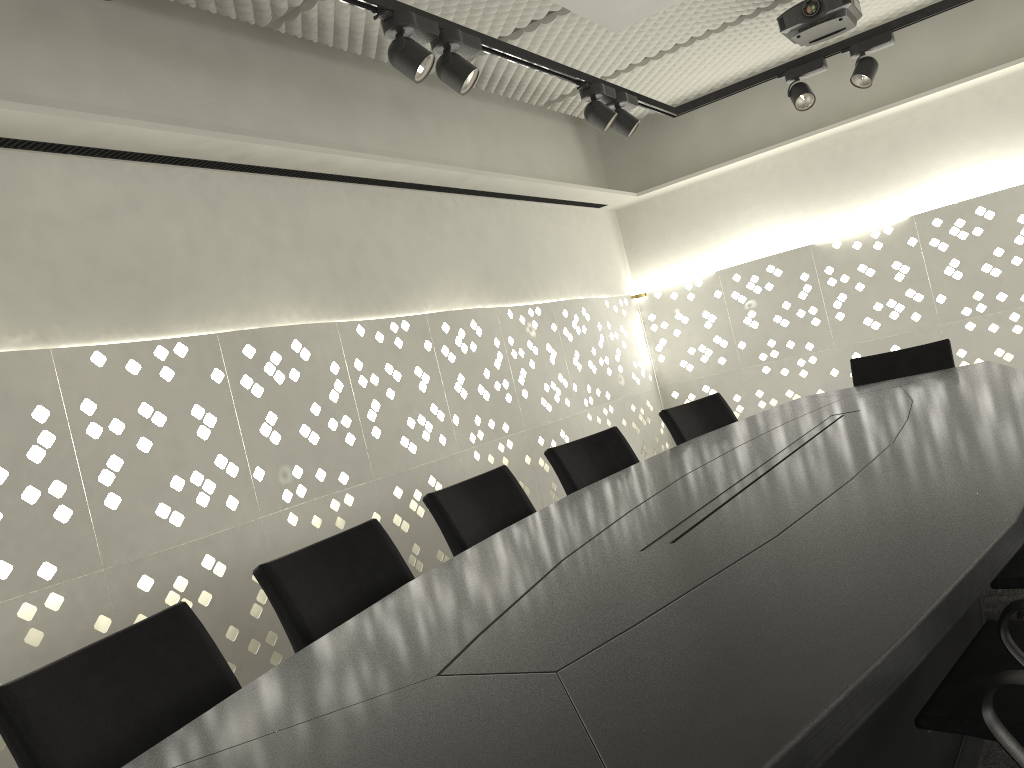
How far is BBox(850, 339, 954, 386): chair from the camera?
3.8 meters

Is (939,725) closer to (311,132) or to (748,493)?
(748,493)

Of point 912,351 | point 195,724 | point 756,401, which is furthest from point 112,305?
point 756,401

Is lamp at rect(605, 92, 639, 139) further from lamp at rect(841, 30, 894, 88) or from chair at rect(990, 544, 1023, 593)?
chair at rect(990, 544, 1023, 593)

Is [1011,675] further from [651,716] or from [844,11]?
[844,11]

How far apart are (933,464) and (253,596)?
2.15m

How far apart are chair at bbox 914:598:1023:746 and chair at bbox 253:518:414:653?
1.1m

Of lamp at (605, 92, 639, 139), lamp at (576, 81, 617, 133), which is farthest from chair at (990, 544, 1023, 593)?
lamp at (605, 92, 639, 139)

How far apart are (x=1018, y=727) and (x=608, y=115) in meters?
2.7

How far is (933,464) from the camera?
1.71m
